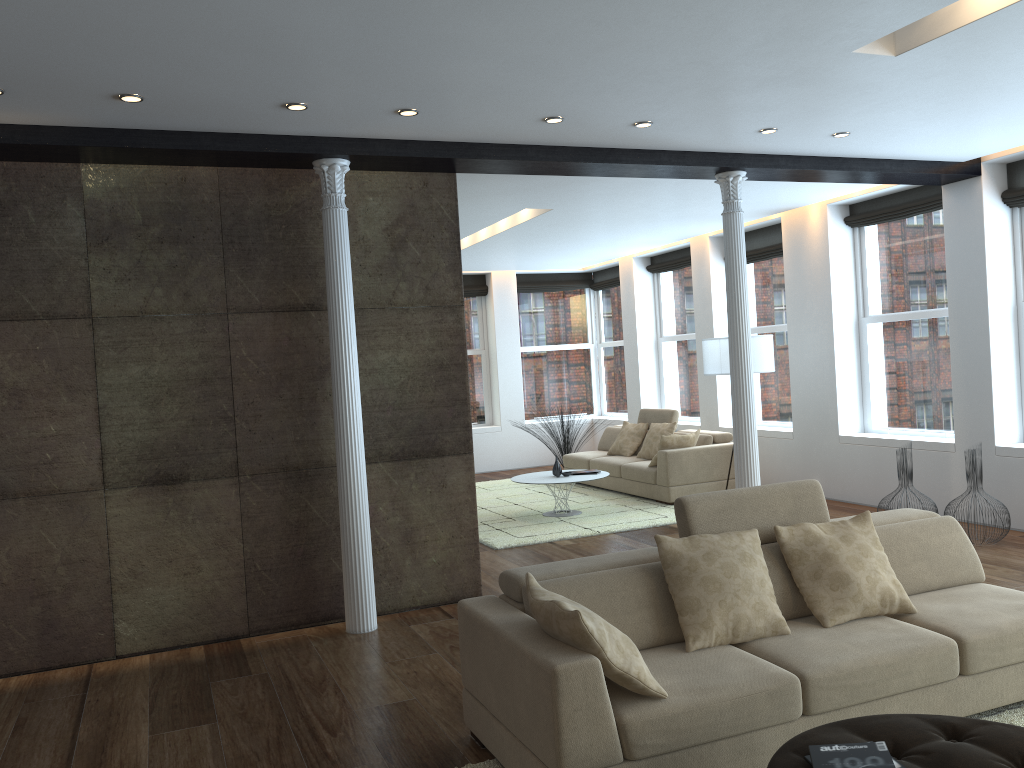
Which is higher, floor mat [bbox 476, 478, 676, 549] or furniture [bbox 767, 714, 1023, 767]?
furniture [bbox 767, 714, 1023, 767]

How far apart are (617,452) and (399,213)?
5.8m

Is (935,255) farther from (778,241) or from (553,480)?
(553,480)

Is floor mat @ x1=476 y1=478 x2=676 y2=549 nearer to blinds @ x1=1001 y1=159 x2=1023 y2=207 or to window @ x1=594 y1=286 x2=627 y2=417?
window @ x1=594 y1=286 x2=627 y2=417

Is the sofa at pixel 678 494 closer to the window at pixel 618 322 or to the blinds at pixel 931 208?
the window at pixel 618 322

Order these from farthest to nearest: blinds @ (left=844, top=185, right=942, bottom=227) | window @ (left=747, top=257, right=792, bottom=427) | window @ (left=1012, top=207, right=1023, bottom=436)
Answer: window @ (left=747, top=257, right=792, bottom=427) → blinds @ (left=844, top=185, right=942, bottom=227) → window @ (left=1012, top=207, right=1023, bottom=436)

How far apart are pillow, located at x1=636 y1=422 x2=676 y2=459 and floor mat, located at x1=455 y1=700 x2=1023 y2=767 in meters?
6.5

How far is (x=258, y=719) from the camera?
4.14m

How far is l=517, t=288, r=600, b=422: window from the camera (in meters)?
13.95

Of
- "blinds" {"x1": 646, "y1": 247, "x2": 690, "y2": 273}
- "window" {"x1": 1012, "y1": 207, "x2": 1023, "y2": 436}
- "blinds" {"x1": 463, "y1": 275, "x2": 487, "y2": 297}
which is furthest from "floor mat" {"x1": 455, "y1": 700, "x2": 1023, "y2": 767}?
"blinds" {"x1": 463, "y1": 275, "x2": 487, "y2": 297}
